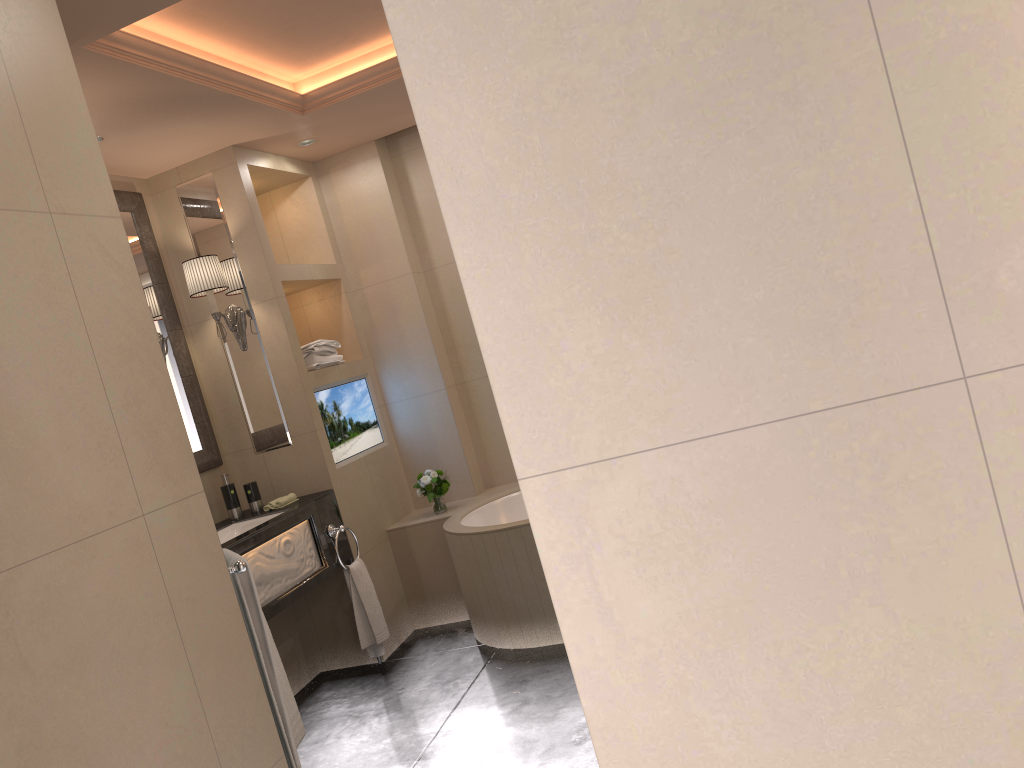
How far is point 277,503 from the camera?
3.94m

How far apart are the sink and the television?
0.5 meters

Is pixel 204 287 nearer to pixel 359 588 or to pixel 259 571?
pixel 259 571

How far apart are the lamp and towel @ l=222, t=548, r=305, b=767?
1.9m

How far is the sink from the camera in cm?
388

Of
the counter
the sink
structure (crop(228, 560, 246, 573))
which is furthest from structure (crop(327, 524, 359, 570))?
Result: structure (crop(228, 560, 246, 573))

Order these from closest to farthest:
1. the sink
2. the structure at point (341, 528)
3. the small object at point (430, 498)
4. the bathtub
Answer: the bathtub, the sink, the structure at point (341, 528), the small object at point (430, 498)

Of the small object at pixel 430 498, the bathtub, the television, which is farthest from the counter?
the small object at pixel 430 498

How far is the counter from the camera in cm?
342

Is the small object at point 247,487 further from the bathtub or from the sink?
the bathtub
